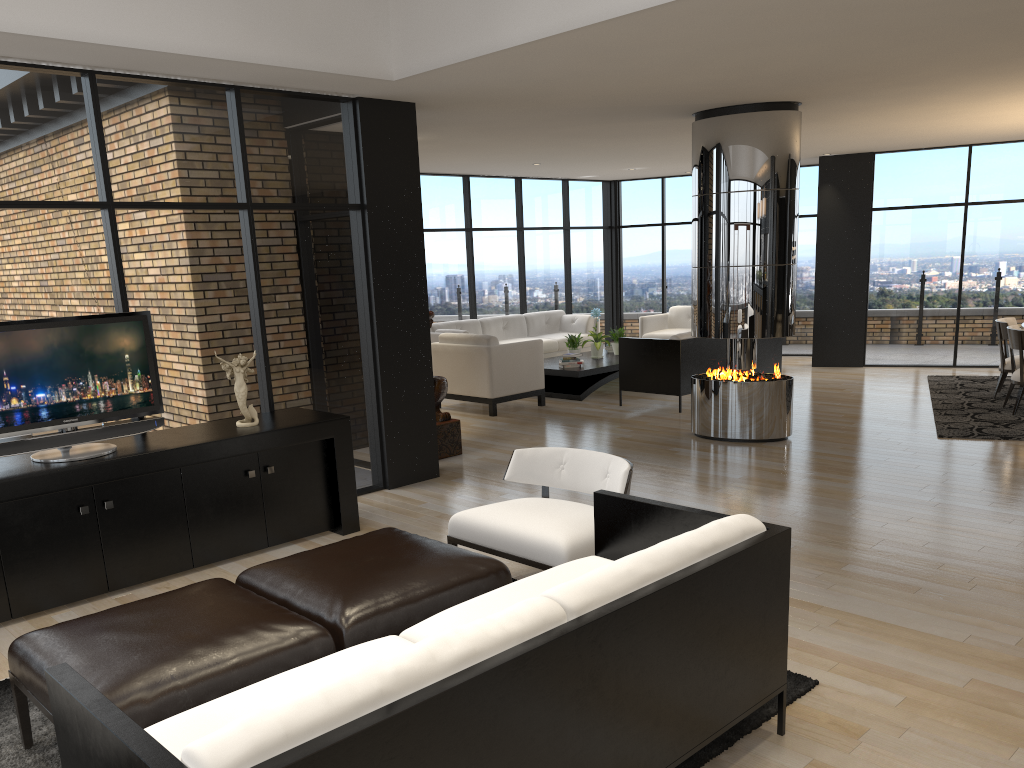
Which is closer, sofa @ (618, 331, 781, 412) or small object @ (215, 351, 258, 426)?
small object @ (215, 351, 258, 426)

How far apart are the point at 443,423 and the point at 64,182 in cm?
349

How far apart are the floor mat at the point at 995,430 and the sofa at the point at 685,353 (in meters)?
1.70

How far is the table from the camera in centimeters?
1019cm

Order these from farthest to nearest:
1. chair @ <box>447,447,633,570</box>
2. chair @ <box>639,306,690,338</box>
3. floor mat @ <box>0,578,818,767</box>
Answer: chair @ <box>639,306,690,338</box> < chair @ <box>447,447,633,570</box> < floor mat @ <box>0,578,818,767</box>

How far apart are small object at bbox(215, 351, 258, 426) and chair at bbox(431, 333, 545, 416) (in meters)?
4.26

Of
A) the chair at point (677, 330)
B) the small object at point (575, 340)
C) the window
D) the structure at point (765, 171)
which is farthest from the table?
the structure at point (765, 171)

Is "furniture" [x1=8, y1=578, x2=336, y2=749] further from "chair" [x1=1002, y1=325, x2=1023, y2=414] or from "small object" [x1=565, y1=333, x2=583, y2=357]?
"small object" [x1=565, y1=333, x2=583, y2=357]

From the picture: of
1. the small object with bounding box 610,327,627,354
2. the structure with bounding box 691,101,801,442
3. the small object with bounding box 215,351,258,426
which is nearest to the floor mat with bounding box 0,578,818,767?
the small object with bounding box 215,351,258,426

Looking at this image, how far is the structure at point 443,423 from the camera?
7.46m
